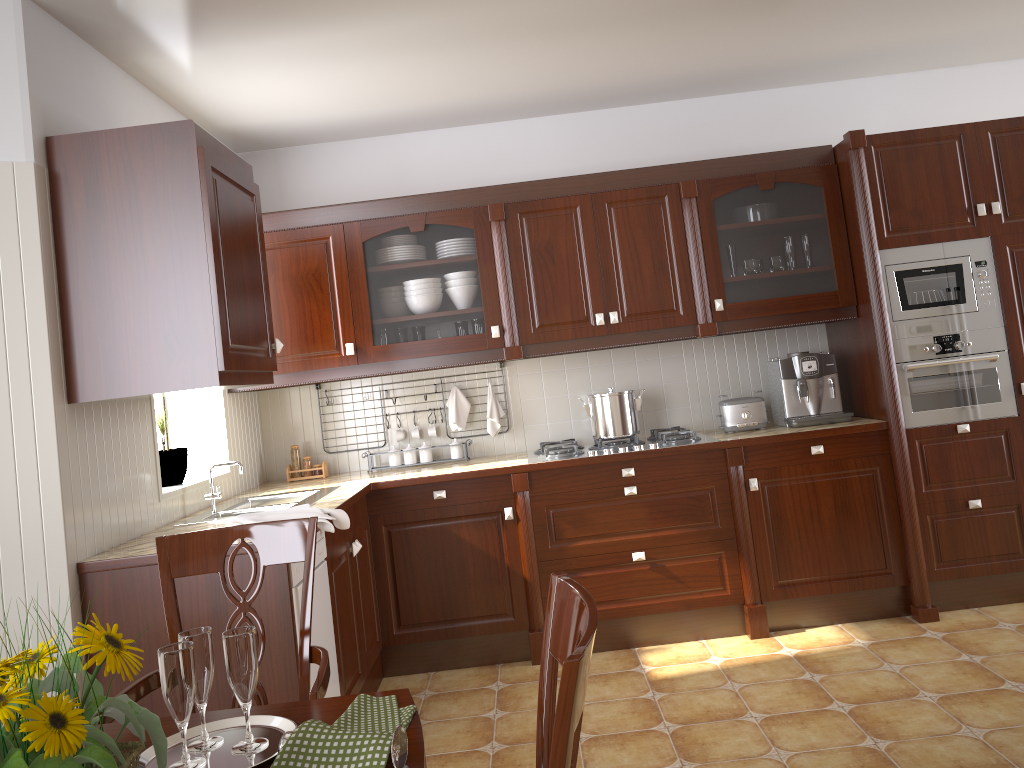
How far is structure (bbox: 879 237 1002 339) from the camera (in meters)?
3.73

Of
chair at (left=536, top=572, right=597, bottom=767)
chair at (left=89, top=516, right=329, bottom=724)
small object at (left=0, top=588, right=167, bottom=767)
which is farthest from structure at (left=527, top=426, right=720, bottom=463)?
small object at (left=0, top=588, right=167, bottom=767)

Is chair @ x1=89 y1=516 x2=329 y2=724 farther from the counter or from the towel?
the towel

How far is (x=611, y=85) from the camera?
3.95m

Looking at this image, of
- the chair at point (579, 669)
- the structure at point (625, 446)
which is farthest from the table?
the structure at point (625, 446)

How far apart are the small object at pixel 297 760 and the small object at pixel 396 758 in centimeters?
1cm

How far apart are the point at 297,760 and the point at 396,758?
0.12m

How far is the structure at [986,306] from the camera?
3.73m

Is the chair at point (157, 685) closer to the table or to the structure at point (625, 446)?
the table

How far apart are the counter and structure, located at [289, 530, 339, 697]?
0.1m
